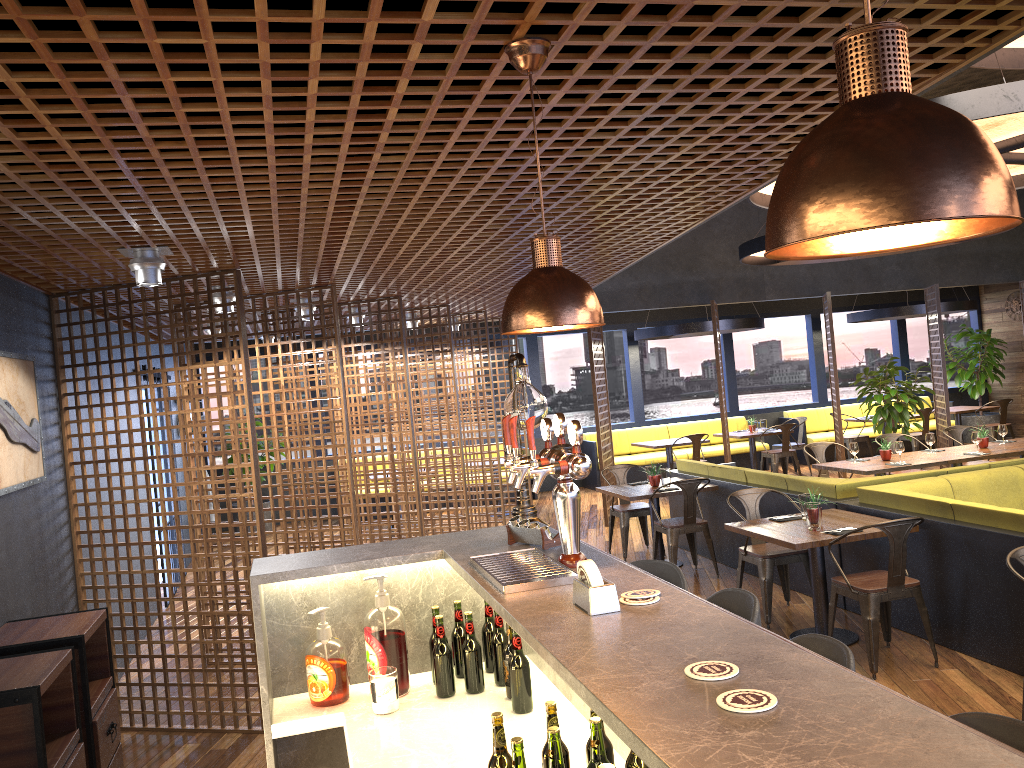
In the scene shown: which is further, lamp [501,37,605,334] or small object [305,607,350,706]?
small object [305,607,350,706]

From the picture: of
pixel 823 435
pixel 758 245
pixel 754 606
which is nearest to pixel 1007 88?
pixel 754 606

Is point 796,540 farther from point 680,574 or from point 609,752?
point 609,752

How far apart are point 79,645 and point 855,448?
7.4 meters

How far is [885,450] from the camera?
8.89m

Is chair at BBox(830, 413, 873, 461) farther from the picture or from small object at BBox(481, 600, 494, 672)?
small object at BBox(481, 600, 494, 672)

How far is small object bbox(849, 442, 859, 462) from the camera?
8.9 meters

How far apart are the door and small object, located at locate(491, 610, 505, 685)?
A: 7.5m

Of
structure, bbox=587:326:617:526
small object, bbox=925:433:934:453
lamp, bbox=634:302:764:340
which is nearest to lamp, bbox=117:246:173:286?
structure, bbox=587:326:617:526

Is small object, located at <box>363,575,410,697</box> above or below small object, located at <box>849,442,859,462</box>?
above
